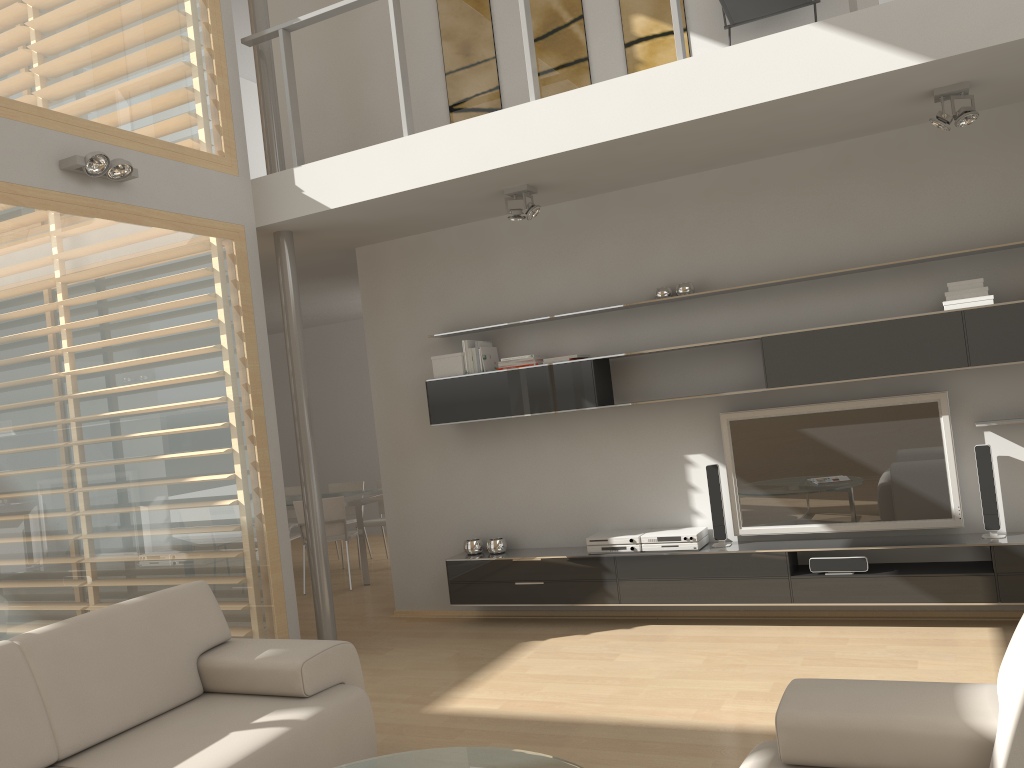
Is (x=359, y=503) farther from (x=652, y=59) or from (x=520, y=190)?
(x=652, y=59)

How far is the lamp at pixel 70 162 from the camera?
4.24m

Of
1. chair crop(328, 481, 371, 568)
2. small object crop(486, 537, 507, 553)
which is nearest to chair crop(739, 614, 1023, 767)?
small object crop(486, 537, 507, 553)

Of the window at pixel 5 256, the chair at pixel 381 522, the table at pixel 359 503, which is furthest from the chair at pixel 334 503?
the window at pixel 5 256

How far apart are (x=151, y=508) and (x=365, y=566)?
3.4m

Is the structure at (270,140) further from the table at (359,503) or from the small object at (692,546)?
the small object at (692,546)

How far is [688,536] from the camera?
5.20m

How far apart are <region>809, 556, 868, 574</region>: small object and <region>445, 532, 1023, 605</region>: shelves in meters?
0.0 m

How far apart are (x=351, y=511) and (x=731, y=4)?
6.25m

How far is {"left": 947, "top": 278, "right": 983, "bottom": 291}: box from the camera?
4.5m
